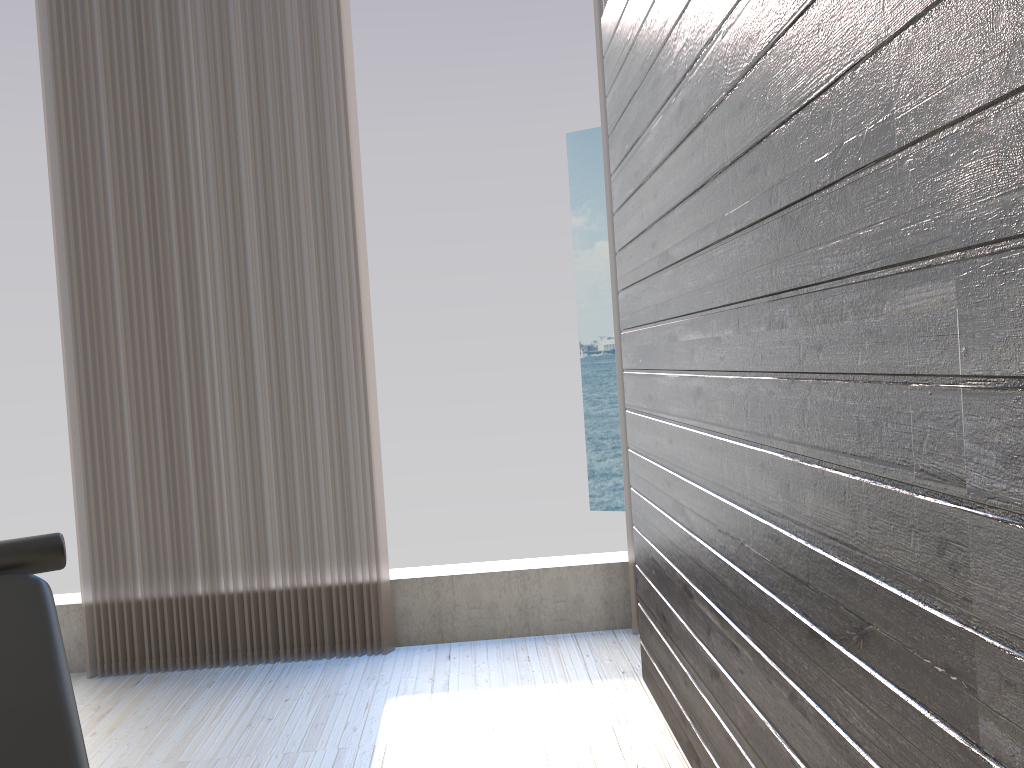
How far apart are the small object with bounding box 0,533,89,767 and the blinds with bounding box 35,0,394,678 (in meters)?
1.32

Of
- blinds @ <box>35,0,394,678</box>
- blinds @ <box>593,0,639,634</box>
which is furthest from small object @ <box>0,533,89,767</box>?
blinds @ <box>593,0,639,634</box>

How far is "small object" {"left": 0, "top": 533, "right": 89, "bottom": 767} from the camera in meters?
1.5 m

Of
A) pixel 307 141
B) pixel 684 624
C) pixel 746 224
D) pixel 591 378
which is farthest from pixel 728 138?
pixel 591 378

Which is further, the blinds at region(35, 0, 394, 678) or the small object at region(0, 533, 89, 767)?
the blinds at region(35, 0, 394, 678)

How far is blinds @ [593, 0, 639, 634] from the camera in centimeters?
331cm

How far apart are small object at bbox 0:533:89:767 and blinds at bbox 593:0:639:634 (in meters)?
1.99

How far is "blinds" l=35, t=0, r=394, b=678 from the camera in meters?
3.2 m

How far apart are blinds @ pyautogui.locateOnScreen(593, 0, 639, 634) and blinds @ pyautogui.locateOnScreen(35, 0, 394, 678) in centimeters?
93cm

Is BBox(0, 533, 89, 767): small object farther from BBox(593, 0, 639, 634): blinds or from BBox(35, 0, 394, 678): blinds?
BBox(593, 0, 639, 634): blinds
